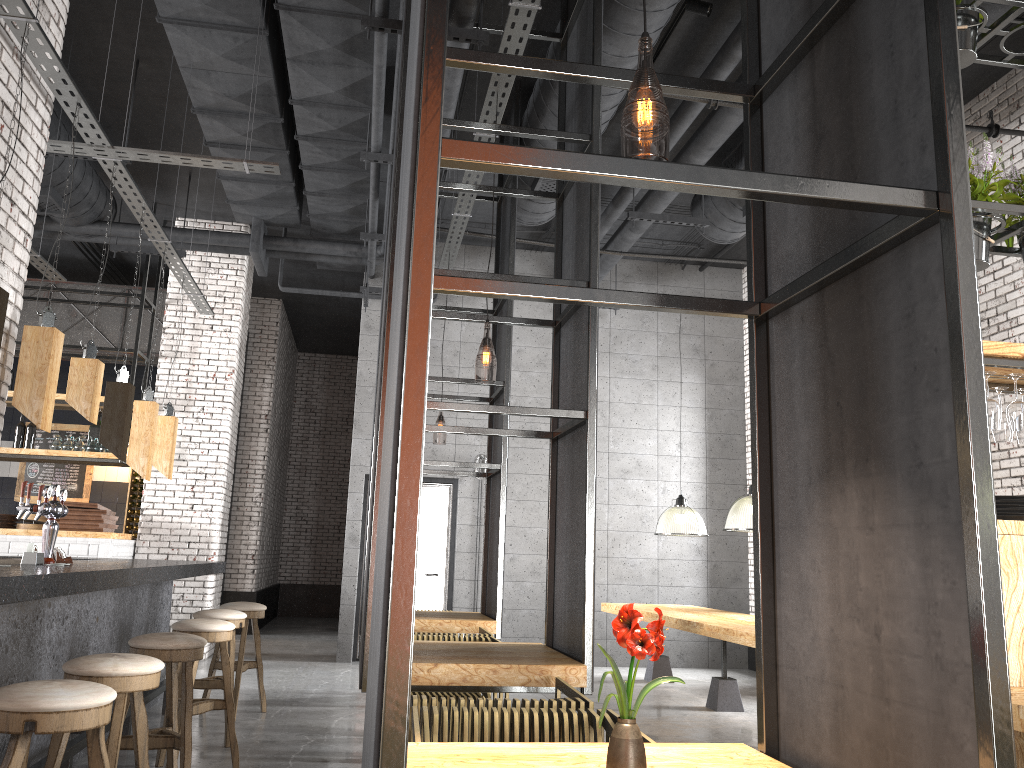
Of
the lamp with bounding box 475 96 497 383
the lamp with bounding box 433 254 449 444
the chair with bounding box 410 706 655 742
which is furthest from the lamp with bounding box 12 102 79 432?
the lamp with bounding box 433 254 449 444

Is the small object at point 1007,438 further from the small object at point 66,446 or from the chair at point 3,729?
the small object at point 66,446

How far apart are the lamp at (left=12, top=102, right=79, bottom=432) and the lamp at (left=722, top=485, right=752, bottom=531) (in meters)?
5.02

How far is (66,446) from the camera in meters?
9.5

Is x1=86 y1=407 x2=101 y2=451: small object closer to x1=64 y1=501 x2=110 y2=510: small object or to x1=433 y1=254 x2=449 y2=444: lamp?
x1=64 y1=501 x2=110 y2=510: small object

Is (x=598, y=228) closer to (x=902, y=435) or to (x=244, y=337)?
(x=902, y=435)

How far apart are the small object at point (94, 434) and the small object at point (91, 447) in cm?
19

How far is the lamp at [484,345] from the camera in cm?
1005

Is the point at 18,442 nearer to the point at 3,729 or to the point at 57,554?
the point at 57,554

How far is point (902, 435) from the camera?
1.74m
